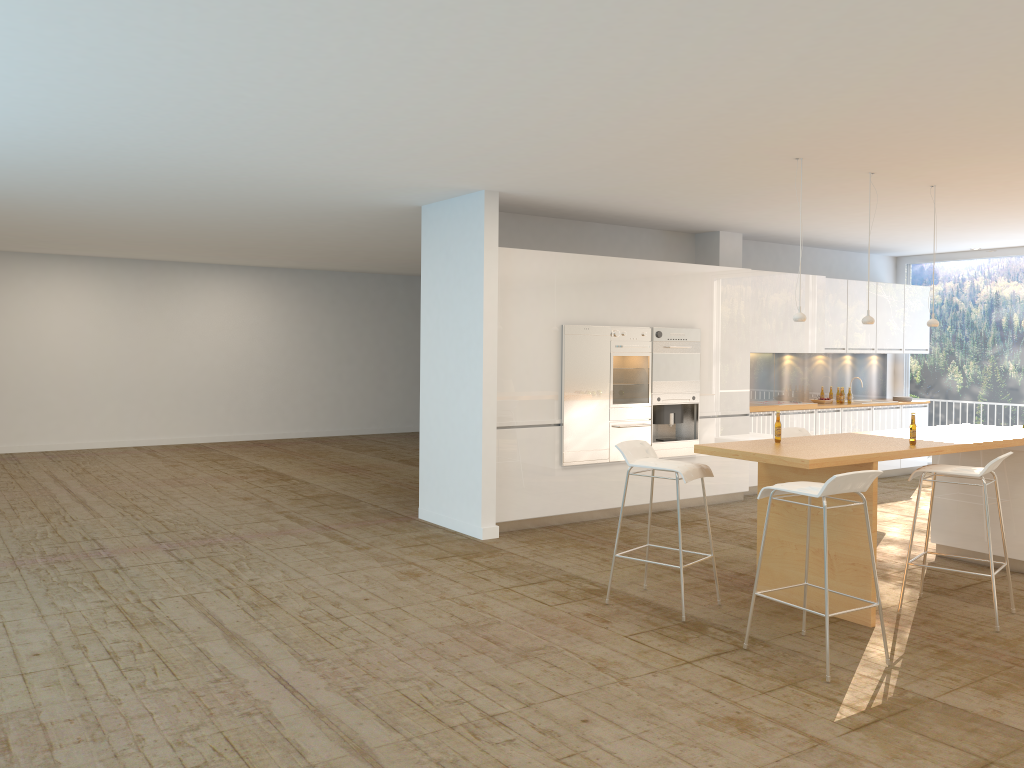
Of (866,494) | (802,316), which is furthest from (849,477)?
(802,316)

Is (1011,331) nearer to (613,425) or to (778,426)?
(613,425)

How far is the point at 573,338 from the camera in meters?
8.2

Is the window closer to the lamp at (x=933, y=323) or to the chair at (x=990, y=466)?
the lamp at (x=933, y=323)

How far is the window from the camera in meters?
11.4

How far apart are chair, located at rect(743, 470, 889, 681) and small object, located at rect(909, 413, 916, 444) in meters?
1.3 m

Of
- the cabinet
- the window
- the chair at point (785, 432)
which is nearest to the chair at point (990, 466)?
the chair at point (785, 432)

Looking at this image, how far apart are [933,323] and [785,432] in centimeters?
154cm

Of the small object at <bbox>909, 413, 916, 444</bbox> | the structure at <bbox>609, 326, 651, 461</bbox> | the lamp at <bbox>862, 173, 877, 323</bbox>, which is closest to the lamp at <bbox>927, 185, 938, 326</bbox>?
the lamp at <bbox>862, 173, 877, 323</bbox>

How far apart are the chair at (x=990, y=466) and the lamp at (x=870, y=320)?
1.3m
